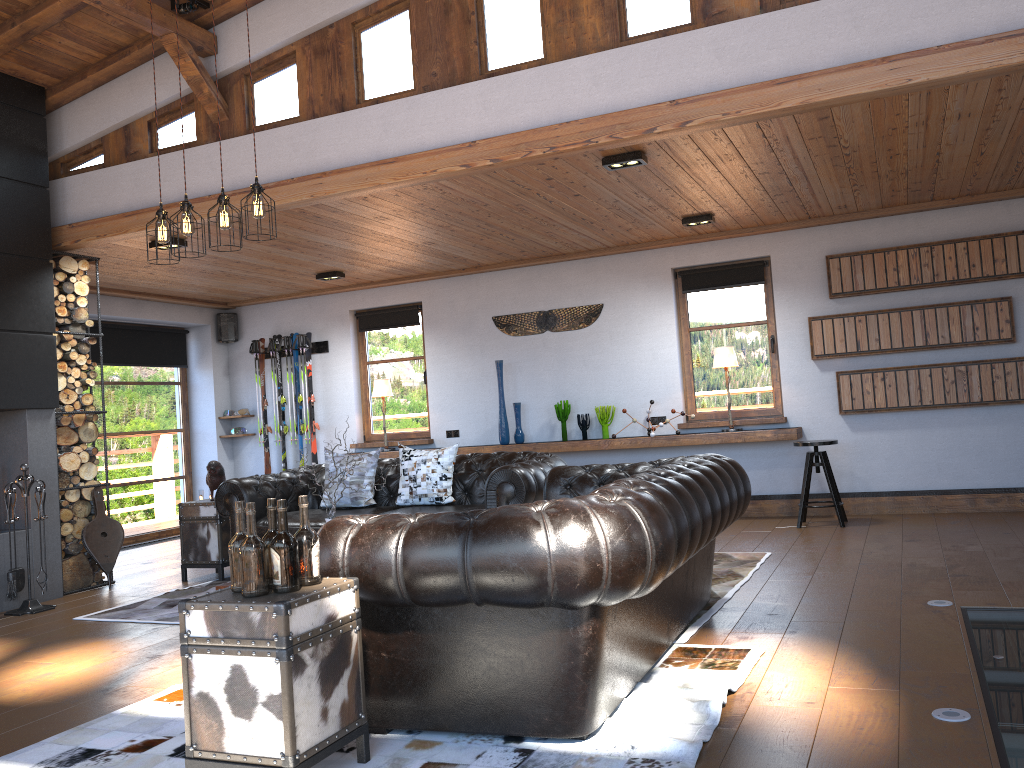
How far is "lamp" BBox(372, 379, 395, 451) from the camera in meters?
9.7 m

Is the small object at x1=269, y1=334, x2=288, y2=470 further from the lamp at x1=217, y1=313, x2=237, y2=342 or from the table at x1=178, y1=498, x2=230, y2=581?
the table at x1=178, y1=498, x2=230, y2=581

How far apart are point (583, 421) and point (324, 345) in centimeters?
334cm

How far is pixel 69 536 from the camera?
6.9 meters

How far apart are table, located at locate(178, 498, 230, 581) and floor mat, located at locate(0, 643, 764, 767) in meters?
3.0

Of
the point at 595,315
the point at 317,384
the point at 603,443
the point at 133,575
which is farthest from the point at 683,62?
the point at 317,384

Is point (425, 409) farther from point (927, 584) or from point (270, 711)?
point (270, 711)

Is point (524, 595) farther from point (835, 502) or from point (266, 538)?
point (835, 502)

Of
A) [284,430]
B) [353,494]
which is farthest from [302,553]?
[284,430]

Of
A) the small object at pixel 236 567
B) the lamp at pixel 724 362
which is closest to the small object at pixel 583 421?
the lamp at pixel 724 362
